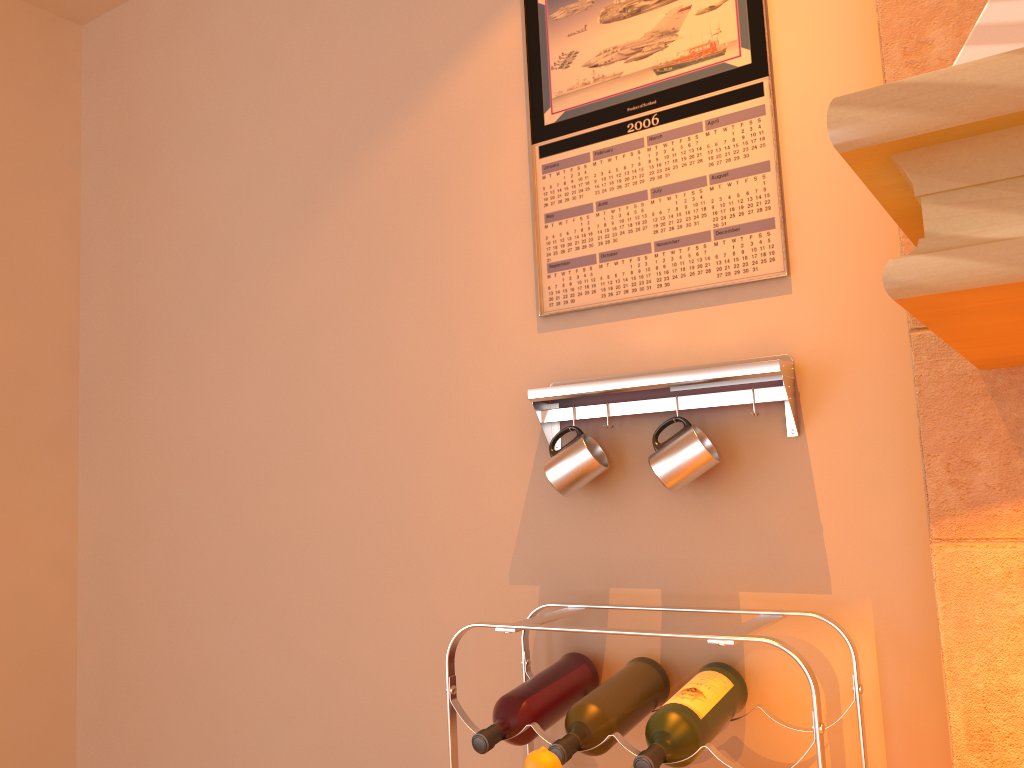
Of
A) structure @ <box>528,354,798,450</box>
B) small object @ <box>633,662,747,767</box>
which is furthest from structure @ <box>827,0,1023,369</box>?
small object @ <box>633,662,747,767</box>

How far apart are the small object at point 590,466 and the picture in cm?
21

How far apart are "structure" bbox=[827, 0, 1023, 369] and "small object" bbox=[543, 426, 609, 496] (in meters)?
0.55

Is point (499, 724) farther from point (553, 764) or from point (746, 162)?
point (746, 162)

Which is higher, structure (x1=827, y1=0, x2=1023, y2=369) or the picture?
the picture

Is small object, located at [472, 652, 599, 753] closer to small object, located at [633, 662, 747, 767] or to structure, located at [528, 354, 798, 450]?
small object, located at [633, 662, 747, 767]

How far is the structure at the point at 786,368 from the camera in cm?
123

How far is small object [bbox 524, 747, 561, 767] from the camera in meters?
0.9

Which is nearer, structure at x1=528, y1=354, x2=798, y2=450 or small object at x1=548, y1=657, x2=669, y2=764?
small object at x1=548, y1=657, x2=669, y2=764

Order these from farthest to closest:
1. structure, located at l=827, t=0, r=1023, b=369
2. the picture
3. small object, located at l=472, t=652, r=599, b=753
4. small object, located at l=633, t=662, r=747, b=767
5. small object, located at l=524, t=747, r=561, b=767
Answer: the picture → small object, located at l=472, t=652, r=599, b=753 → small object, located at l=633, t=662, r=747, b=767 → small object, located at l=524, t=747, r=561, b=767 → structure, located at l=827, t=0, r=1023, b=369
